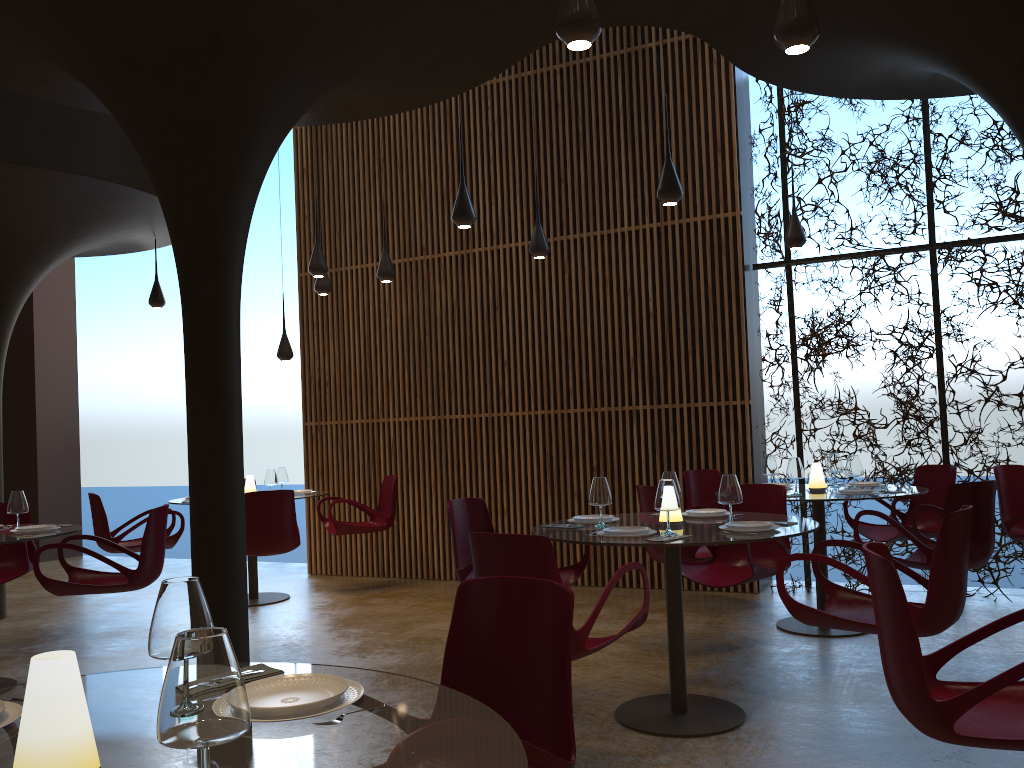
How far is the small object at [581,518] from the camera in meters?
5.7 m

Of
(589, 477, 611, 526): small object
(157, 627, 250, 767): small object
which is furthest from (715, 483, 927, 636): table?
(157, 627, 250, 767): small object

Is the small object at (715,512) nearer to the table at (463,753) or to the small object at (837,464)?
the small object at (837,464)

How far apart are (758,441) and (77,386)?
10.9m

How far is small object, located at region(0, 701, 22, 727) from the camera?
1.9m

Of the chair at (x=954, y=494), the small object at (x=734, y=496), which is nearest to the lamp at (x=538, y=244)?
the chair at (x=954, y=494)

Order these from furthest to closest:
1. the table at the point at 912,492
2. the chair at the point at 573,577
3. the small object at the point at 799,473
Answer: the small object at the point at 799,473 → the table at the point at 912,492 → the chair at the point at 573,577

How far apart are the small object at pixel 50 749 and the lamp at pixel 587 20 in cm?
304

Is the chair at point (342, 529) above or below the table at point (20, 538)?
below

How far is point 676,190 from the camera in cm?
638
